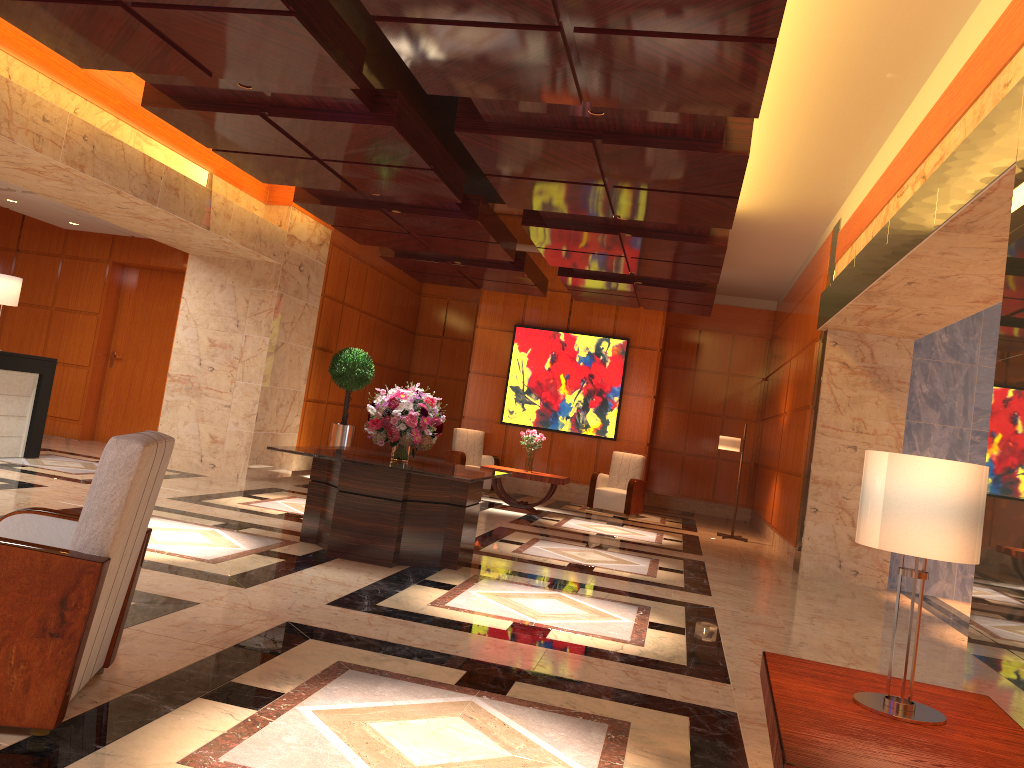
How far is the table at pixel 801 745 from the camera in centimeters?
215cm

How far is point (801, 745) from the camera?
2.2m

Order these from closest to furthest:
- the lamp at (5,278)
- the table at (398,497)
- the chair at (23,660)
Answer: the chair at (23,660) < the table at (398,497) < the lamp at (5,278)

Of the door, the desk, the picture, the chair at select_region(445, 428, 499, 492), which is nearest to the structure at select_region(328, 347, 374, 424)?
the chair at select_region(445, 428, 499, 492)

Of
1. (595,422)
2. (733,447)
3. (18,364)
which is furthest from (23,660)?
(595,422)

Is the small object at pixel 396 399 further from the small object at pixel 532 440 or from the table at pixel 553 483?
the small object at pixel 532 440

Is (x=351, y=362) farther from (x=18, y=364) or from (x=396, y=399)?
(x=396, y=399)

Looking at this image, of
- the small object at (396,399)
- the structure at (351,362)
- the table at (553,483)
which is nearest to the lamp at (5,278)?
the structure at (351,362)

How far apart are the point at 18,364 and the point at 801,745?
9.6 meters

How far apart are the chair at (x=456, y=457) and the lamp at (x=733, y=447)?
3.8m
